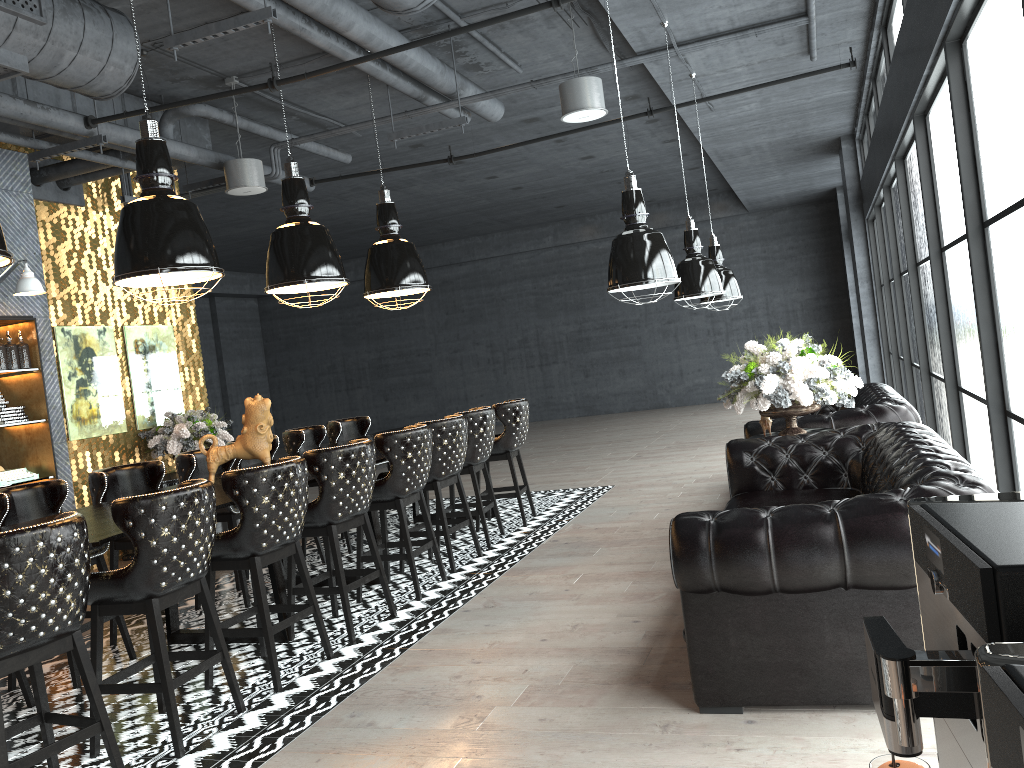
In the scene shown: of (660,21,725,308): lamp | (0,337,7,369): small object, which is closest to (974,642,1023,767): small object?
(660,21,725,308): lamp

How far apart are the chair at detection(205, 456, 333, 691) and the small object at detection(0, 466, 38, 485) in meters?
3.7

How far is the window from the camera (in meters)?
3.55

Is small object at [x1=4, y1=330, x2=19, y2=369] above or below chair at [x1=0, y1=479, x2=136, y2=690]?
above

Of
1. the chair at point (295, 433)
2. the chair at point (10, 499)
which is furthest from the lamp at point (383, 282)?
the chair at point (10, 499)

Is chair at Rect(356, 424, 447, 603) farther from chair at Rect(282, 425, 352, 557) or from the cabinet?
the cabinet

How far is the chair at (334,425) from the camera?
8.2 meters

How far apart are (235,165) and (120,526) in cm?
506

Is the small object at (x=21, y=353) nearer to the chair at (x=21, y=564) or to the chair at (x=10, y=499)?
the chair at (x=10, y=499)

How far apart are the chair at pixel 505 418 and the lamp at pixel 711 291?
1.8 meters
